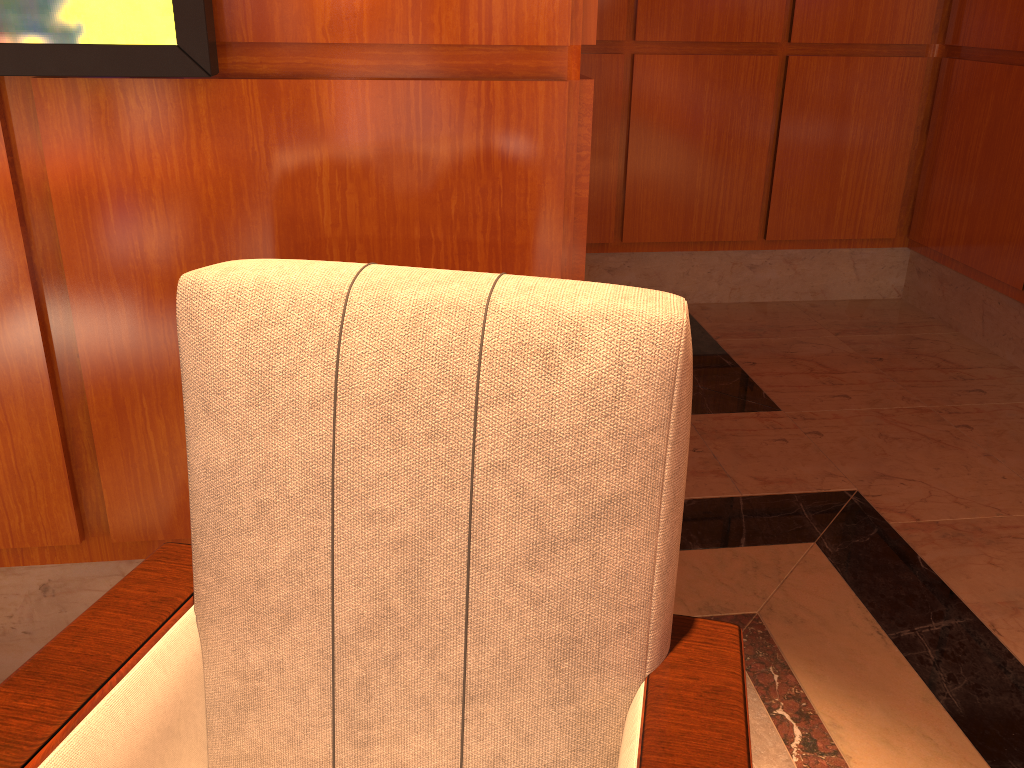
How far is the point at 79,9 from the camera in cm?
112

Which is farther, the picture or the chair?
the picture

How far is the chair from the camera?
0.9 meters

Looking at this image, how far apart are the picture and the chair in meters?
0.4 m

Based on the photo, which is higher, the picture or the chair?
the picture

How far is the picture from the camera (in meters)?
1.12

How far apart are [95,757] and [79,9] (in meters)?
0.89

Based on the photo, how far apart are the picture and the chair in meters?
0.4 m

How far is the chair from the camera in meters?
0.9
